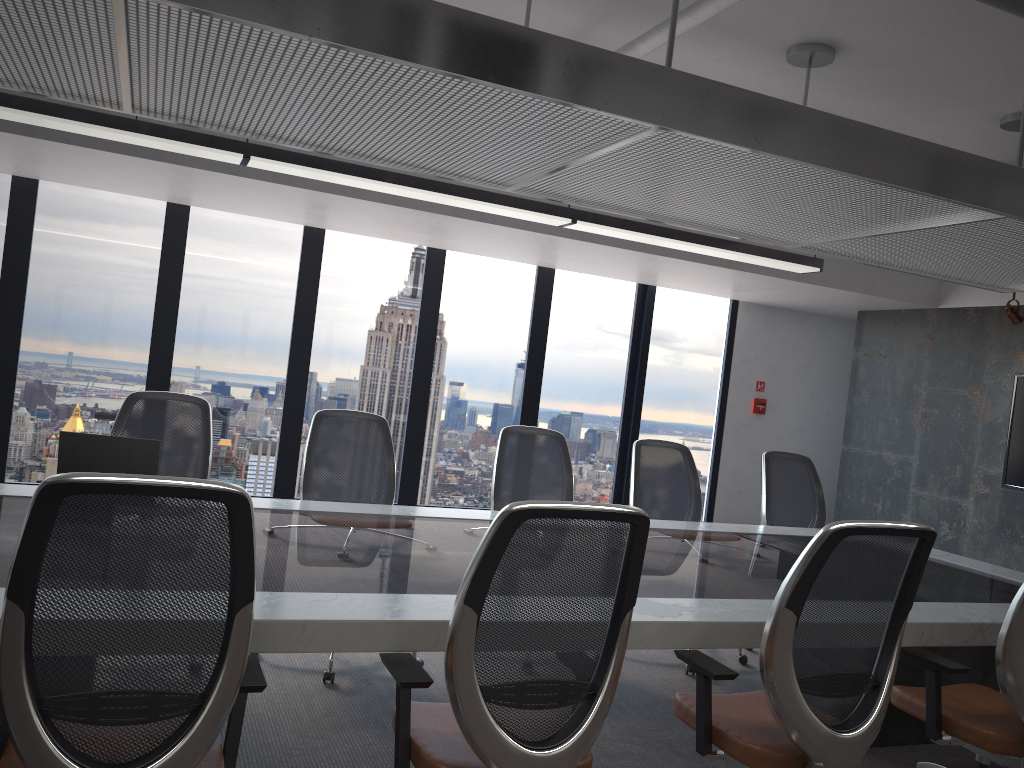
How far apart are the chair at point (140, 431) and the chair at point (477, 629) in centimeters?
213cm

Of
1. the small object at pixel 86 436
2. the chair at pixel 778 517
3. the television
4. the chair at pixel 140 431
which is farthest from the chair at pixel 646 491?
the television

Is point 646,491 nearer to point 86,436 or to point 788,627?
point 788,627

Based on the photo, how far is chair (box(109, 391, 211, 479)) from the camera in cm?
423

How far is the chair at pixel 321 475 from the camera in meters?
4.4

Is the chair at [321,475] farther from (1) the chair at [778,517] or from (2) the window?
(2) the window

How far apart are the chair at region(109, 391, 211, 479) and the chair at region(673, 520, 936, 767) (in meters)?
2.50

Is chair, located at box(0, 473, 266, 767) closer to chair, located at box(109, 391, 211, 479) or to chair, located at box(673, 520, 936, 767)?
chair, located at box(673, 520, 936, 767)

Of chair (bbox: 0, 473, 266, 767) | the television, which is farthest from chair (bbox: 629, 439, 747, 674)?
the television

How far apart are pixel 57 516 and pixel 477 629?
0.94m
